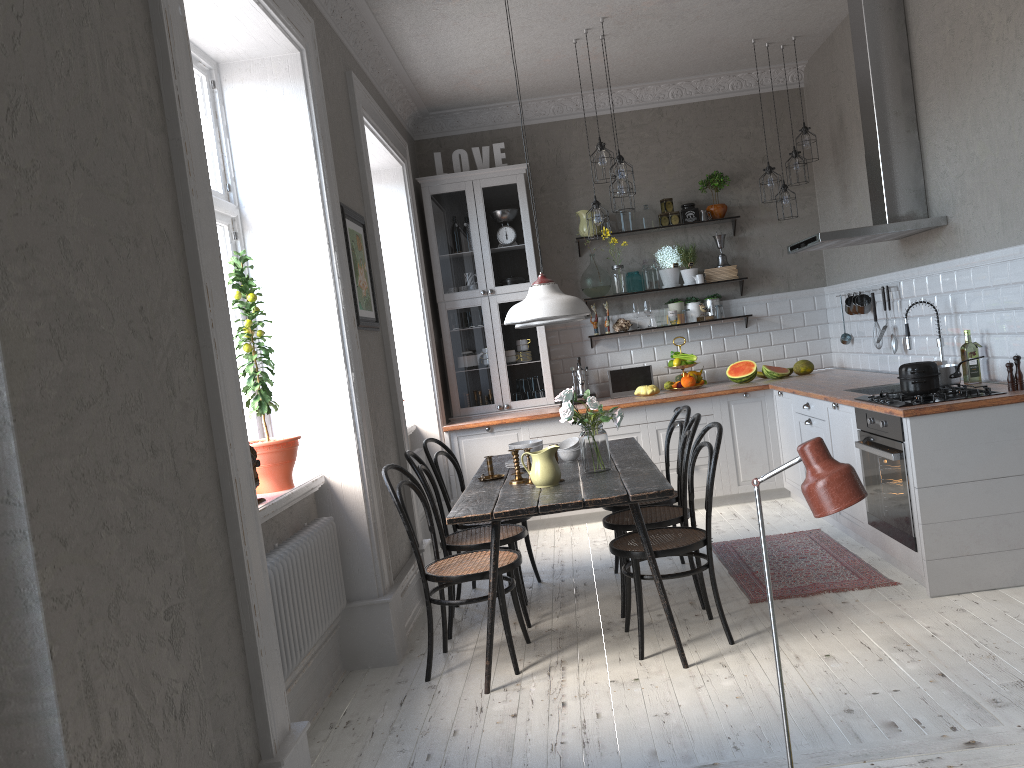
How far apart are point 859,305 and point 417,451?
3.2m

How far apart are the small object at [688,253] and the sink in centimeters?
221cm

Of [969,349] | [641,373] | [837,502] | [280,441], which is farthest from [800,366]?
[837,502]

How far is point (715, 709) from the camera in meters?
3.1 m

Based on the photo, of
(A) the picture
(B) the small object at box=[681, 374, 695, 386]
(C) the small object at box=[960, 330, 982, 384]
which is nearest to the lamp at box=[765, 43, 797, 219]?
(B) the small object at box=[681, 374, 695, 386]

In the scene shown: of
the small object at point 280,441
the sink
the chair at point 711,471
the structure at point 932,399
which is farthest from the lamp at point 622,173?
the small object at point 280,441

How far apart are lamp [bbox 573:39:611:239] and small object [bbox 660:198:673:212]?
1.38m

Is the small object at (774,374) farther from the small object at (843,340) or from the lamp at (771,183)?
the lamp at (771,183)

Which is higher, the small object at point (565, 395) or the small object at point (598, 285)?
the small object at point (598, 285)

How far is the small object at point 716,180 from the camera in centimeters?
696cm
